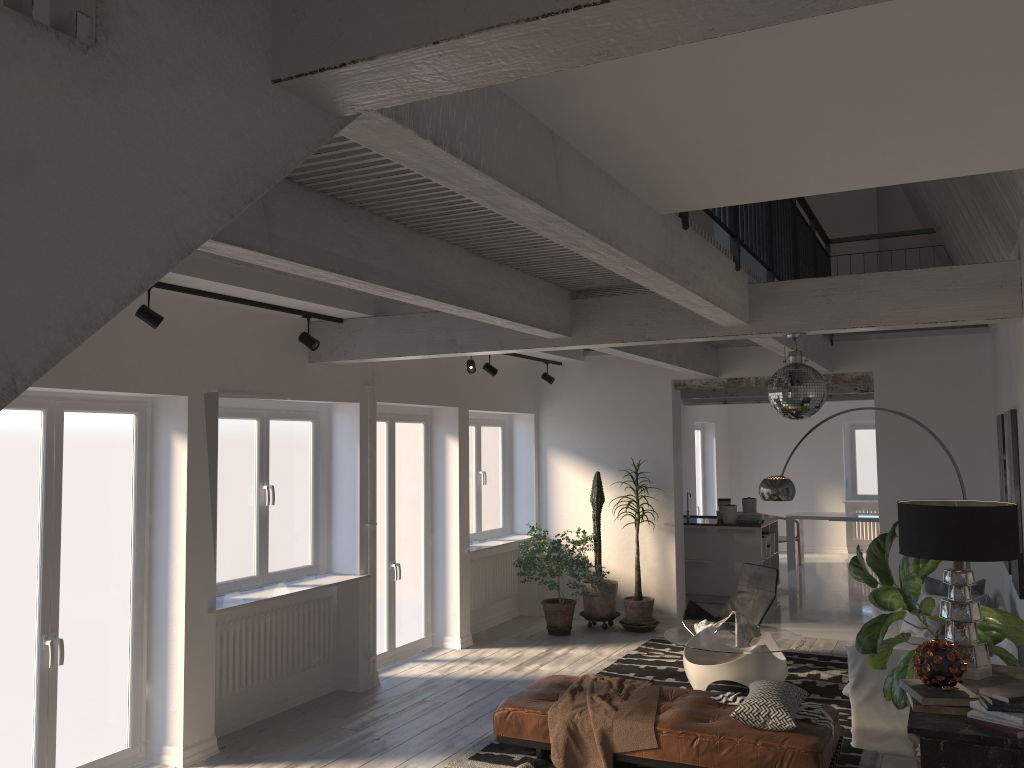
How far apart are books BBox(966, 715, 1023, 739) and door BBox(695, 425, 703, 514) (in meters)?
12.46

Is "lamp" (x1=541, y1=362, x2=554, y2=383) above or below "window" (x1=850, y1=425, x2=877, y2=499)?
above

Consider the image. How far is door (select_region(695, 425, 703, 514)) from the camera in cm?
1584

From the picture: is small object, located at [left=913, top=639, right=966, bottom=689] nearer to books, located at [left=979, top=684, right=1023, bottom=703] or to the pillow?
books, located at [left=979, top=684, right=1023, bottom=703]

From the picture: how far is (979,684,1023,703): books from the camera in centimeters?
336cm

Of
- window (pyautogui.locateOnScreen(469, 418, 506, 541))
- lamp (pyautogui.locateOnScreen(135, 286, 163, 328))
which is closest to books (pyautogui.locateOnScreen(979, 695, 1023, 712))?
lamp (pyautogui.locateOnScreen(135, 286, 163, 328))

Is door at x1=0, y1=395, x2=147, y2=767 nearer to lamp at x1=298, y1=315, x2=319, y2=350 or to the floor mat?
lamp at x1=298, y1=315, x2=319, y2=350

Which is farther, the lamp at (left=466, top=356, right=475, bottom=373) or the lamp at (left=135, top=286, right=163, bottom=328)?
the lamp at (left=466, top=356, right=475, bottom=373)

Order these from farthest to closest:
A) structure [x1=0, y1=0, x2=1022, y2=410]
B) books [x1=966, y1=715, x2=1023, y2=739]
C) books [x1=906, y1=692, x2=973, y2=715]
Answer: books [x1=906, y1=692, x2=973, y2=715] → books [x1=966, y1=715, x2=1023, y2=739] → structure [x1=0, y1=0, x2=1022, y2=410]

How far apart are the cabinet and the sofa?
3.3 meters
